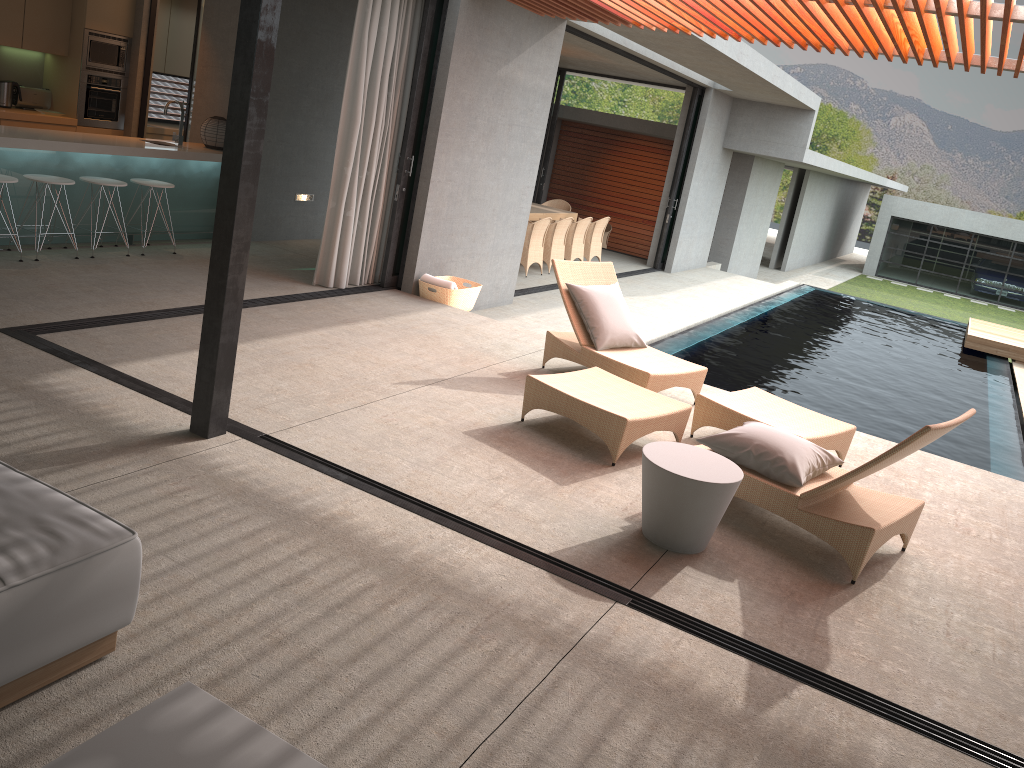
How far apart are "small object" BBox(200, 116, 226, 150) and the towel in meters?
2.6

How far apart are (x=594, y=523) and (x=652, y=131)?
13.9 meters

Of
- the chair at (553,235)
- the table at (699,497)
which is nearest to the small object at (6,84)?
the chair at (553,235)

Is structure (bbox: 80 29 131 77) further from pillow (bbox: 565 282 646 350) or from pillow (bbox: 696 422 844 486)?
pillow (bbox: 696 422 844 486)

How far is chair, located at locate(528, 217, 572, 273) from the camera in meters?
12.7

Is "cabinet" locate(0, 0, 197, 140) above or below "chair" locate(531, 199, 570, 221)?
above

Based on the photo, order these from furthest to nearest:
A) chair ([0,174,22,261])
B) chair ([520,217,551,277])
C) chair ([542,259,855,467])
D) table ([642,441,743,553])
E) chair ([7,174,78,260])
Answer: chair ([520,217,551,277]) < chair ([7,174,78,260]) < chair ([0,174,22,261]) < chair ([542,259,855,467]) < table ([642,441,743,553])

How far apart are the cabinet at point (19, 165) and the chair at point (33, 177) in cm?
22

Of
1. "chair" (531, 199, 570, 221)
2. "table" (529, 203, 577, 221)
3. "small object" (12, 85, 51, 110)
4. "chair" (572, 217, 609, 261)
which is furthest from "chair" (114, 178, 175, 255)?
"chair" (531, 199, 570, 221)

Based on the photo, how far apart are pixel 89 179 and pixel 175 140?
1.3 meters
